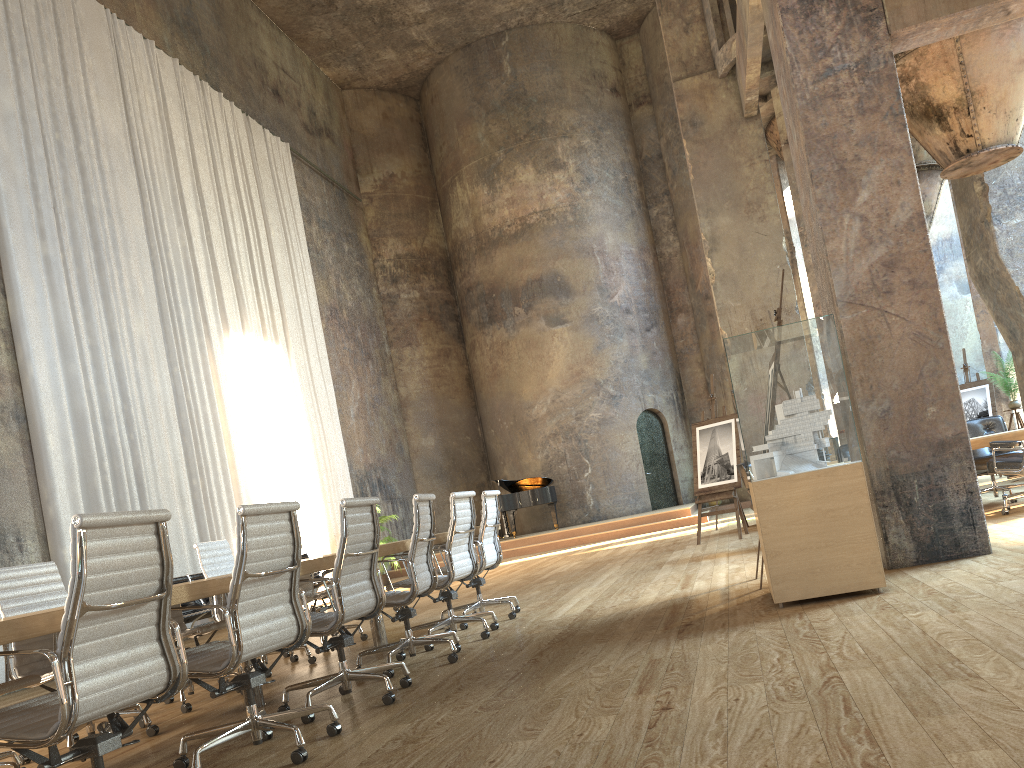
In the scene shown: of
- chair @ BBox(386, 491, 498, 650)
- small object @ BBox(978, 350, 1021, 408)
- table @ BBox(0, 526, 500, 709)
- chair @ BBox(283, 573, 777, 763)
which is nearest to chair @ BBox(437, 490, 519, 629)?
chair @ BBox(386, 491, 498, 650)

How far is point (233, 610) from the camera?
3.3m

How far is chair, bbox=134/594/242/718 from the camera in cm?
512

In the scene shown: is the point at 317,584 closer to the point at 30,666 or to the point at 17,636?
the point at 30,666

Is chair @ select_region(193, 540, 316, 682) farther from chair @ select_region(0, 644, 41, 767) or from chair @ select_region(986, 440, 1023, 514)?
chair @ select_region(986, 440, 1023, 514)

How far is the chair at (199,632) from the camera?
5.1m

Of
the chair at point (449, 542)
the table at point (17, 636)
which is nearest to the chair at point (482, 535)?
the chair at point (449, 542)

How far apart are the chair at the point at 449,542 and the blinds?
5.17m

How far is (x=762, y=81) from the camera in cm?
1365

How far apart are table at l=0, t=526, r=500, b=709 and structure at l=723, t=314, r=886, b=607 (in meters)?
2.11
